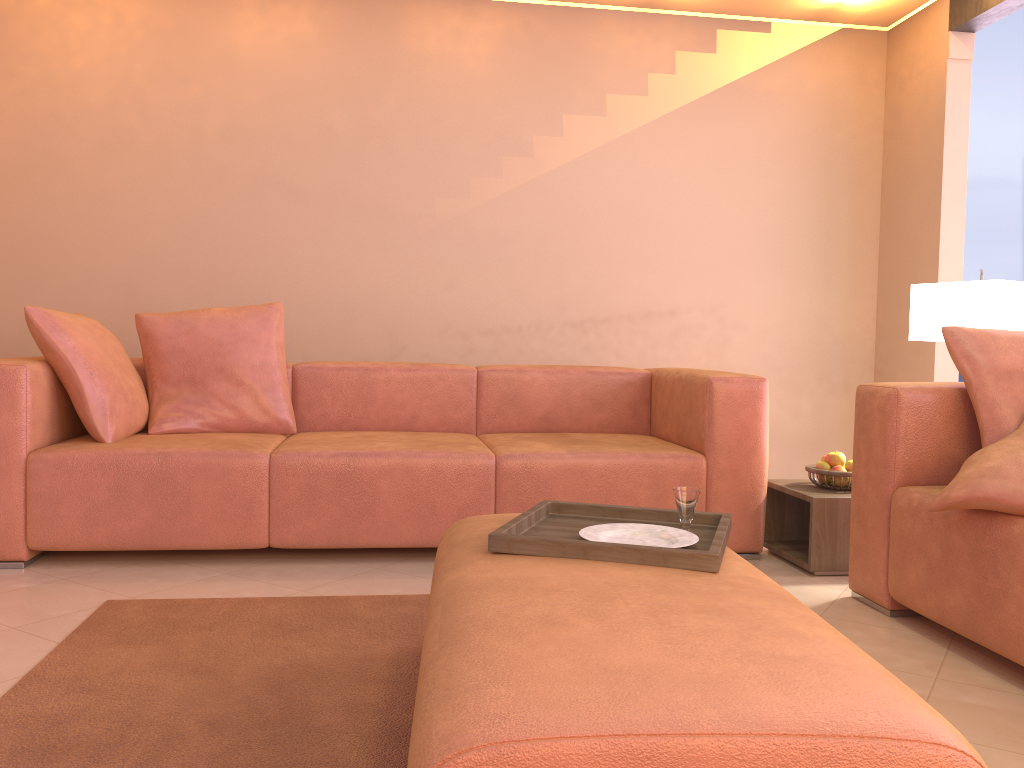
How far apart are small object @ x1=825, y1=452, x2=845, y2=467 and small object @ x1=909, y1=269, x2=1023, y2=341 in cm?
57

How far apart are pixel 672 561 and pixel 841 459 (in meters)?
1.75

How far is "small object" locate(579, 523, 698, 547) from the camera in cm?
180

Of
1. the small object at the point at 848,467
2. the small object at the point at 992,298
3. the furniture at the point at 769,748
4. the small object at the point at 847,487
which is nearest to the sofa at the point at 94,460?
the small object at the point at 847,487

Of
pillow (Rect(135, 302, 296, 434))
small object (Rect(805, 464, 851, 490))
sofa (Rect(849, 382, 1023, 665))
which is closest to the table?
small object (Rect(805, 464, 851, 490))

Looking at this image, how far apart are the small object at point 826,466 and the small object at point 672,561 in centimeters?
132cm

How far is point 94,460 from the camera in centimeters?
285cm

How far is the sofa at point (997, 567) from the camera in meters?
2.0 m

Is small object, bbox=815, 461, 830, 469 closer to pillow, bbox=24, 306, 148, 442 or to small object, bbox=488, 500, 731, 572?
small object, bbox=488, 500, 731, 572

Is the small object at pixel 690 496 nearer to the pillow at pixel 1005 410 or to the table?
the pillow at pixel 1005 410
